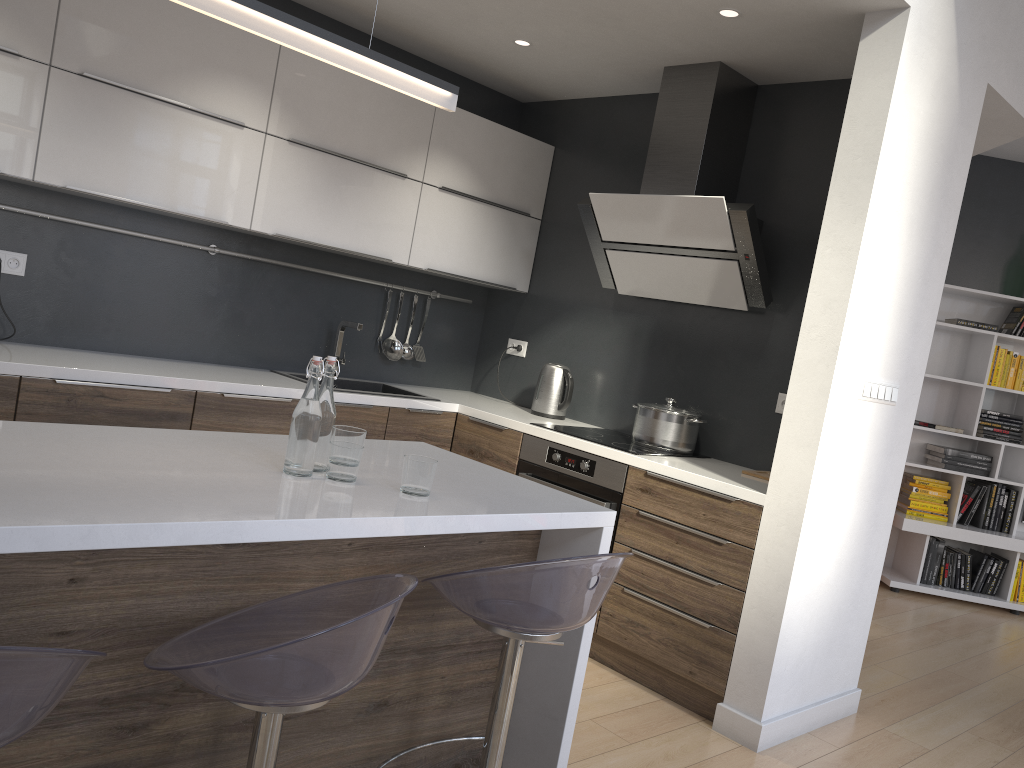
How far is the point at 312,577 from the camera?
1.9 meters

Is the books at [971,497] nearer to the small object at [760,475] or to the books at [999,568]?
the books at [999,568]

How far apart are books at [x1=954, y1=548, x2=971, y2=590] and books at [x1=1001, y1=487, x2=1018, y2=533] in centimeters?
33cm

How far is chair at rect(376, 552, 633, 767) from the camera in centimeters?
178cm

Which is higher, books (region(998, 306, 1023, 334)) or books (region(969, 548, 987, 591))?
books (region(998, 306, 1023, 334))

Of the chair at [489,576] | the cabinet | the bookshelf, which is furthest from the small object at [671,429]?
the bookshelf

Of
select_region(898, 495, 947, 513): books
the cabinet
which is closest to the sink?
the cabinet

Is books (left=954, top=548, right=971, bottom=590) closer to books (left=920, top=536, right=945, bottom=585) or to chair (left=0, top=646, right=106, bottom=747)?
books (left=920, top=536, right=945, bottom=585)

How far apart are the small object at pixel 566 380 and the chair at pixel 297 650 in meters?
2.6

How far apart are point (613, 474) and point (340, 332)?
1.56m
